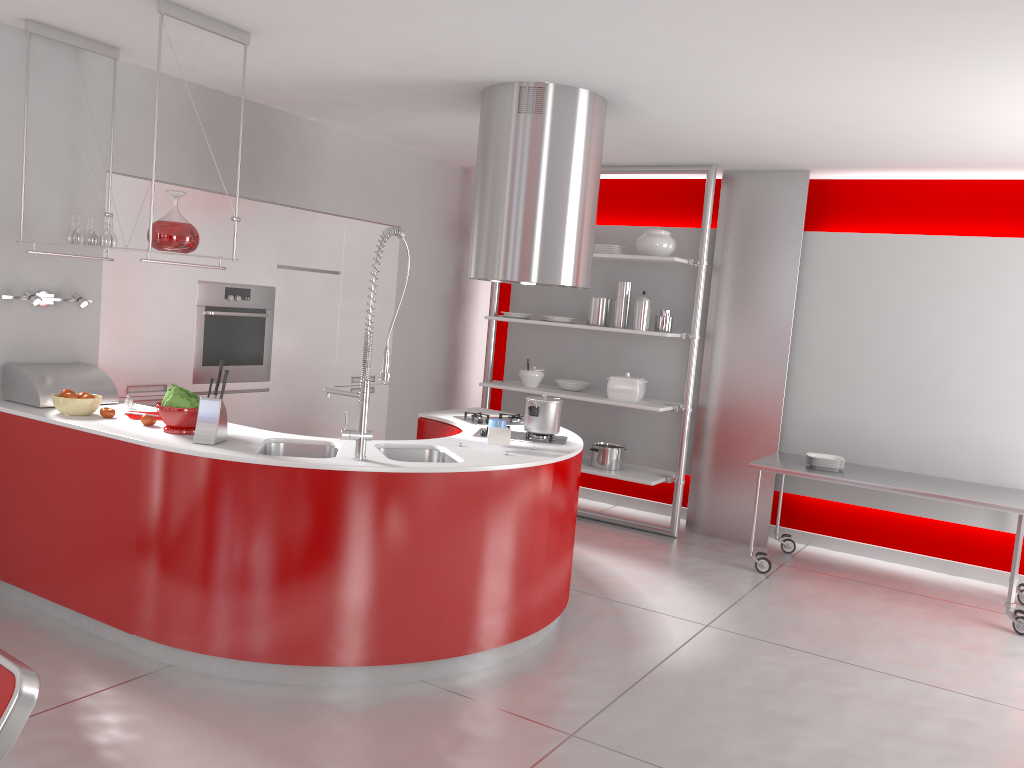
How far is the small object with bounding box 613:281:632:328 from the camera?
6.25m

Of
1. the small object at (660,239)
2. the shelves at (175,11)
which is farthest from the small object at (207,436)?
the small object at (660,239)

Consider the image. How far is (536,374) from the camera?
6.66m

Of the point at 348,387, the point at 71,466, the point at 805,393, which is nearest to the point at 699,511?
the point at 805,393

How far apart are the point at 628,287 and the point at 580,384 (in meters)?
0.84

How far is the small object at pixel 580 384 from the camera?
6.6m

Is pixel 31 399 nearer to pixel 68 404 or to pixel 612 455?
pixel 68 404

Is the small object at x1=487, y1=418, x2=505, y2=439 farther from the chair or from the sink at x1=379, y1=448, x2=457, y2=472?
the chair

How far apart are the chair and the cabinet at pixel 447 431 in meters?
3.2 m

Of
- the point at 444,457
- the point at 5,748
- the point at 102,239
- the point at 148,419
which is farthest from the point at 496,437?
the point at 5,748
